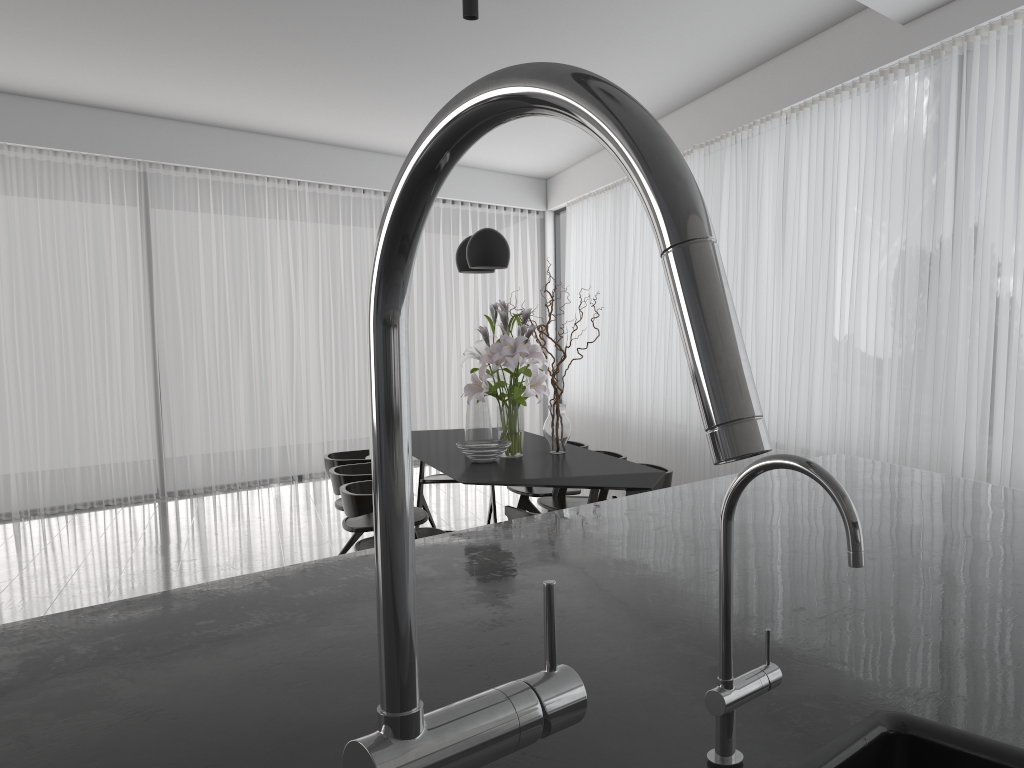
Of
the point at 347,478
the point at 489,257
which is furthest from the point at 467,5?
the point at 347,478

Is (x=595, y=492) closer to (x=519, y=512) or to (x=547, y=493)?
(x=547, y=493)

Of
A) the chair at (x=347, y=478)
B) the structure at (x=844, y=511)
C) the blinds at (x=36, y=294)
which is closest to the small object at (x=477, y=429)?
the chair at (x=347, y=478)

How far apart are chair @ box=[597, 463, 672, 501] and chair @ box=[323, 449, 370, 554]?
1.42m

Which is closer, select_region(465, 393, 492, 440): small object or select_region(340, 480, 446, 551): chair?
select_region(340, 480, 446, 551): chair

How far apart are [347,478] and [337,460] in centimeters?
60cm

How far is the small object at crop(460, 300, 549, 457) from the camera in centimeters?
433cm

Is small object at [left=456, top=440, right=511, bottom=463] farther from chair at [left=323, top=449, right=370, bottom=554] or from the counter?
the counter

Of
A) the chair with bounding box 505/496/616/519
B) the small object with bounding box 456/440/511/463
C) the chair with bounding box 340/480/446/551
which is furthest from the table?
the chair with bounding box 340/480/446/551

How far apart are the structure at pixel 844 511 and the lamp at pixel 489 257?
3.7 meters
